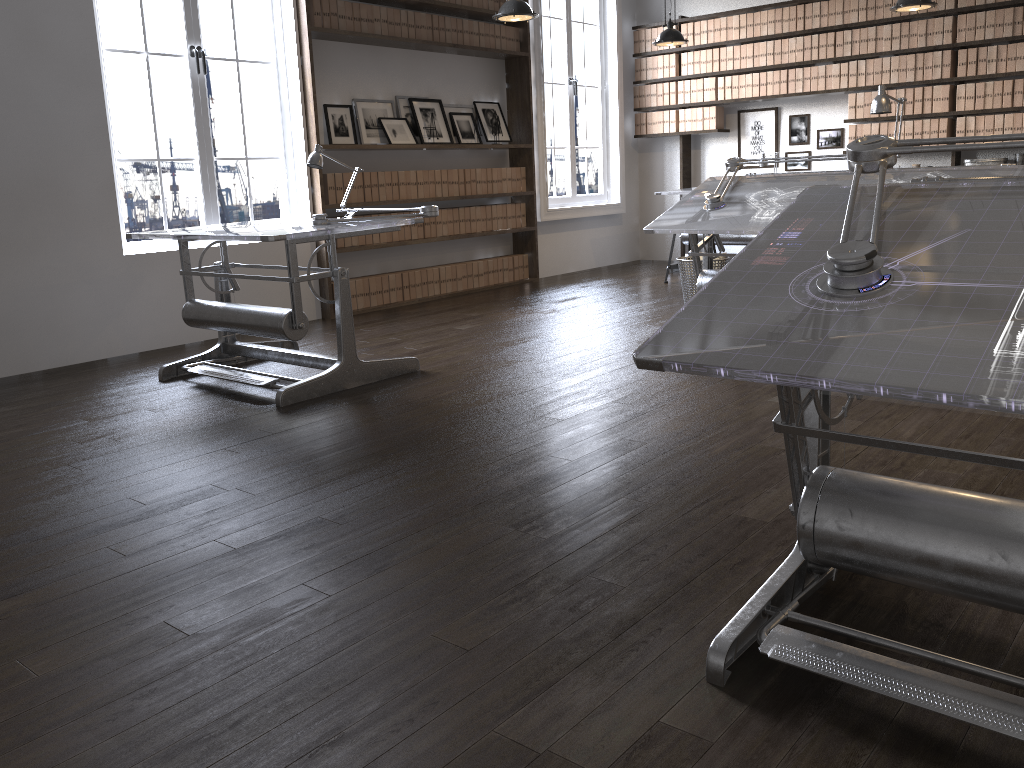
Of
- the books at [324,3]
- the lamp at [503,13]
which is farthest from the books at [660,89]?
the books at [324,3]

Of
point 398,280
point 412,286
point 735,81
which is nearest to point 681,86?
point 735,81

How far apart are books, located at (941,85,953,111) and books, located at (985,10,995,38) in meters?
0.5 m

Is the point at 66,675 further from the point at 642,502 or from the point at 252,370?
the point at 252,370

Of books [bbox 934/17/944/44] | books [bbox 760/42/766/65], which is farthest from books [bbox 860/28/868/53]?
books [bbox 760/42/766/65]

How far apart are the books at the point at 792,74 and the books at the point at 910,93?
1.0 meters

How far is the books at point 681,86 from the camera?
8.8 meters

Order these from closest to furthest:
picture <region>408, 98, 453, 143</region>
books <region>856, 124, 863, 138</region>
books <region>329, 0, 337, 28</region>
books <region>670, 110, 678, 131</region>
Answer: books <region>329, 0, 337, 28</region> < picture <region>408, 98, 453, 143</region> < books <region>856, 124, 863, 138</region> < books <region>670, 110, 678, 131</region>

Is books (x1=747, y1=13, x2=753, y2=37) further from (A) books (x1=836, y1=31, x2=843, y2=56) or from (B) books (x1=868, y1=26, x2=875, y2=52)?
(B) books (x1=868, y1=26, x2=875, y2=52)

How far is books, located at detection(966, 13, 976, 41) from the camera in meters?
7.1 m
